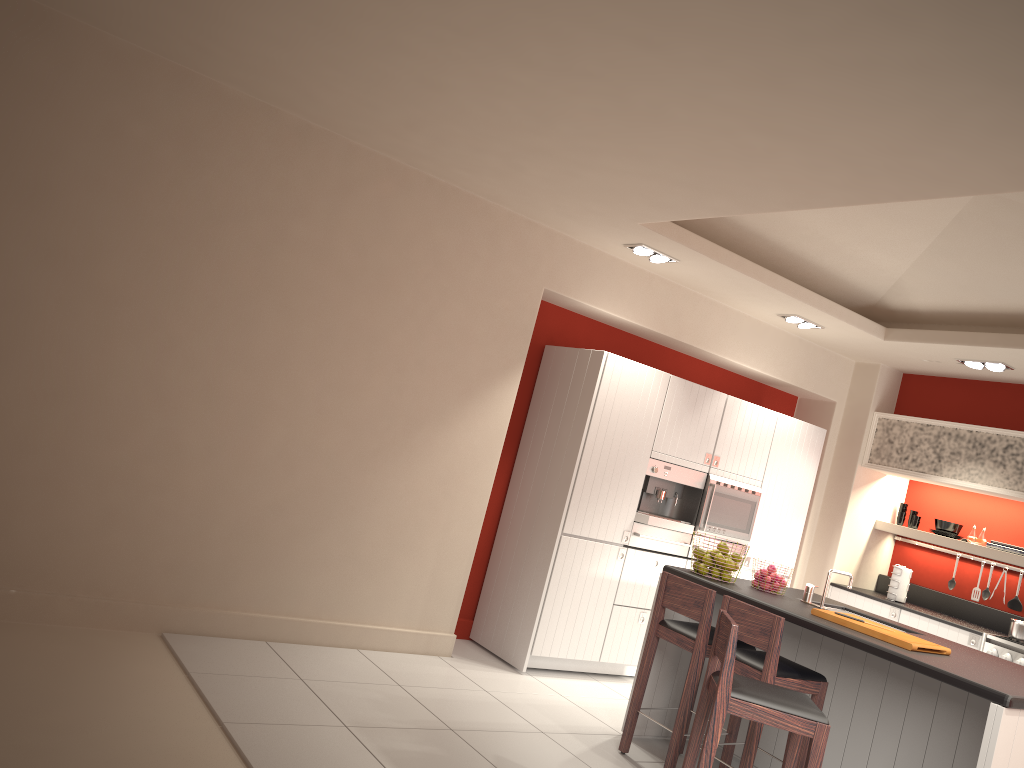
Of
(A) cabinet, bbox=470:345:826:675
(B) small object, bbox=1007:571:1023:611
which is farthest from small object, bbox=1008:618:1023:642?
(A) cabinet, bbox=470:345:826:675

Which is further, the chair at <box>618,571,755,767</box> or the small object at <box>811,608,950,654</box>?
the chair at <box>618,571,755,767</box>

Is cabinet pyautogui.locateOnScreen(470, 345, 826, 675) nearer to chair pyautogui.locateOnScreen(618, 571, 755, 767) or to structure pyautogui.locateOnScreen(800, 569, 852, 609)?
chair pyautogui.locateOnScreen(618, 571, 755, 767)

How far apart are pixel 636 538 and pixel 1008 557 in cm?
314

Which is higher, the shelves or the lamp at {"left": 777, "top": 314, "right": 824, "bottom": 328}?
the lamp at {"left": 777, "top": 314, "right": 824, "bottom": 328}

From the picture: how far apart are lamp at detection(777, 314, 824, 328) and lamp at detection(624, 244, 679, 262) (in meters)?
1.37

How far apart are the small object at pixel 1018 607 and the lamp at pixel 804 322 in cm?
285

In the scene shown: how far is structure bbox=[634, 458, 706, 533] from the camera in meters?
6.5 m

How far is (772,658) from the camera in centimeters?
426cm

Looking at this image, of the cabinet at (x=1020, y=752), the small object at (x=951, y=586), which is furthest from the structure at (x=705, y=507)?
the small object at (x=951, y=586)
